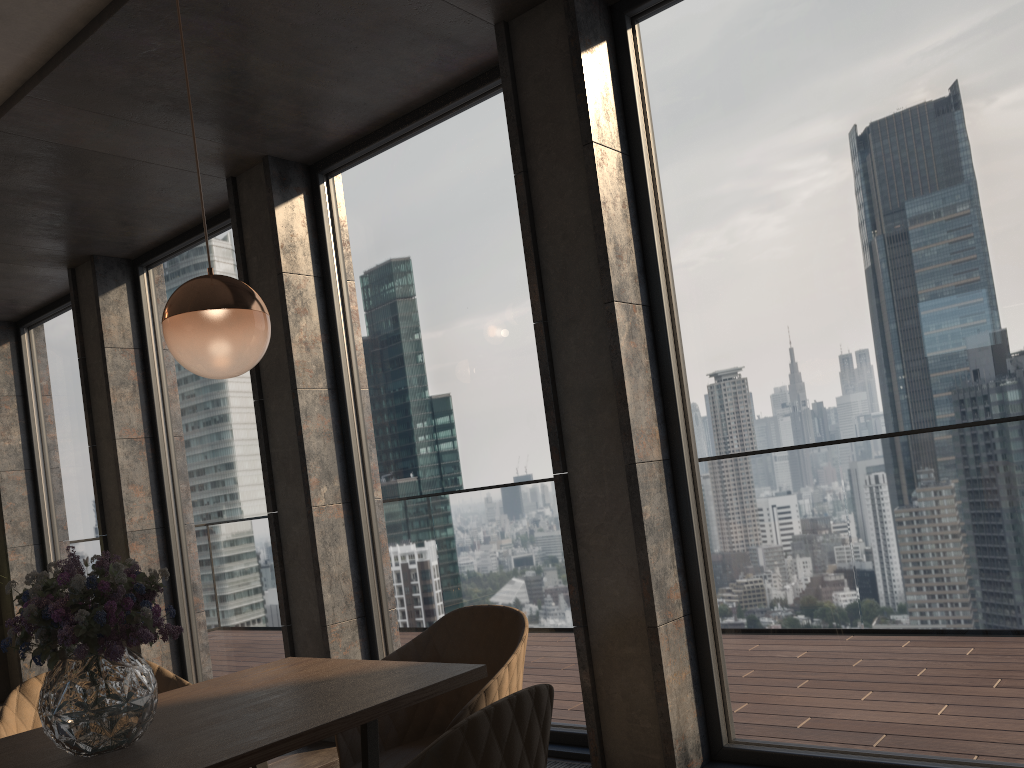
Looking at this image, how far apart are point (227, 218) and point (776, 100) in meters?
3.4 m

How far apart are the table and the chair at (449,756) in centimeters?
41cm

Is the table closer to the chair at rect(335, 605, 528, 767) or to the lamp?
the chair at rect(335, 605, 528, 767)

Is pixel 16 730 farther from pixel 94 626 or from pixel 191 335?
pixel 191 335

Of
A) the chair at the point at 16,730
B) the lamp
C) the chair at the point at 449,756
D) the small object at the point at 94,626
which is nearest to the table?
the small object at the point at 94,626

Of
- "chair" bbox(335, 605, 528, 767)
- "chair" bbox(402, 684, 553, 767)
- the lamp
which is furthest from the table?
the lamp

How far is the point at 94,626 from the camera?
1.6m

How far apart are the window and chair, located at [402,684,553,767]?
1.83m

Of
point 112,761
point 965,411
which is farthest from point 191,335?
point 965,411

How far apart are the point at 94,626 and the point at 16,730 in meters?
1.0
